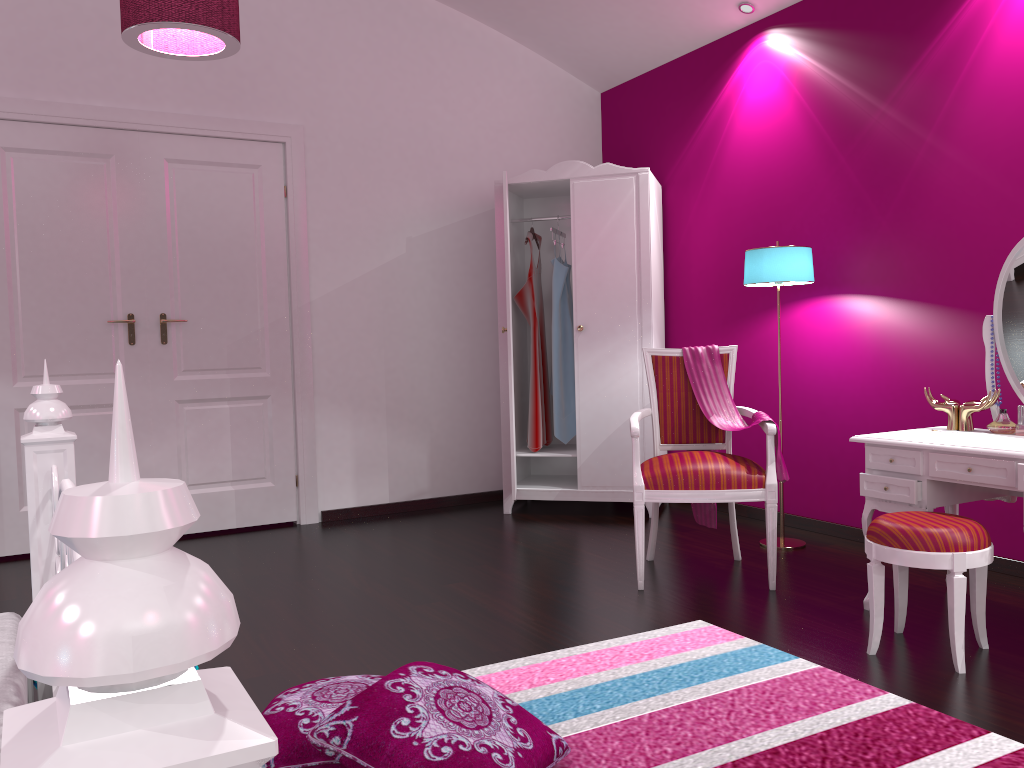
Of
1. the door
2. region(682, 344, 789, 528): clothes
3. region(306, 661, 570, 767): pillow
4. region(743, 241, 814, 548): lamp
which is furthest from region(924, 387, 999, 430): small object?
the door

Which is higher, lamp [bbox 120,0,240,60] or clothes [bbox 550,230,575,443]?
lamp [bbox 120,0,240,60]

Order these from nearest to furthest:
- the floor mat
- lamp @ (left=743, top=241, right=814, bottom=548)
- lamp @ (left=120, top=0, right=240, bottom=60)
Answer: the floor mat, lamp @ (left=120, top=0, right=240, bottom=60), lamp @ (left=743, top=241, right=814, bottom=548)

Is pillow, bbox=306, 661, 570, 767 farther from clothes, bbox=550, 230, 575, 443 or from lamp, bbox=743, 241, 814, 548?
clothes, bbox=550, 230, 575, 443

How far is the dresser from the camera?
4.6 meters

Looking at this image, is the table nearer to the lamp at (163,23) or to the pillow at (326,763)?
the pillow at (326,763)

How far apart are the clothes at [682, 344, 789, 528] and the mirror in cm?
73

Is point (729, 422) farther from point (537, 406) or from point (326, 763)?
point (326, 763)

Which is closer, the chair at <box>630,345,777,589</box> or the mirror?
the mirror

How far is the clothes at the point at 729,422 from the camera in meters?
3.5 m
